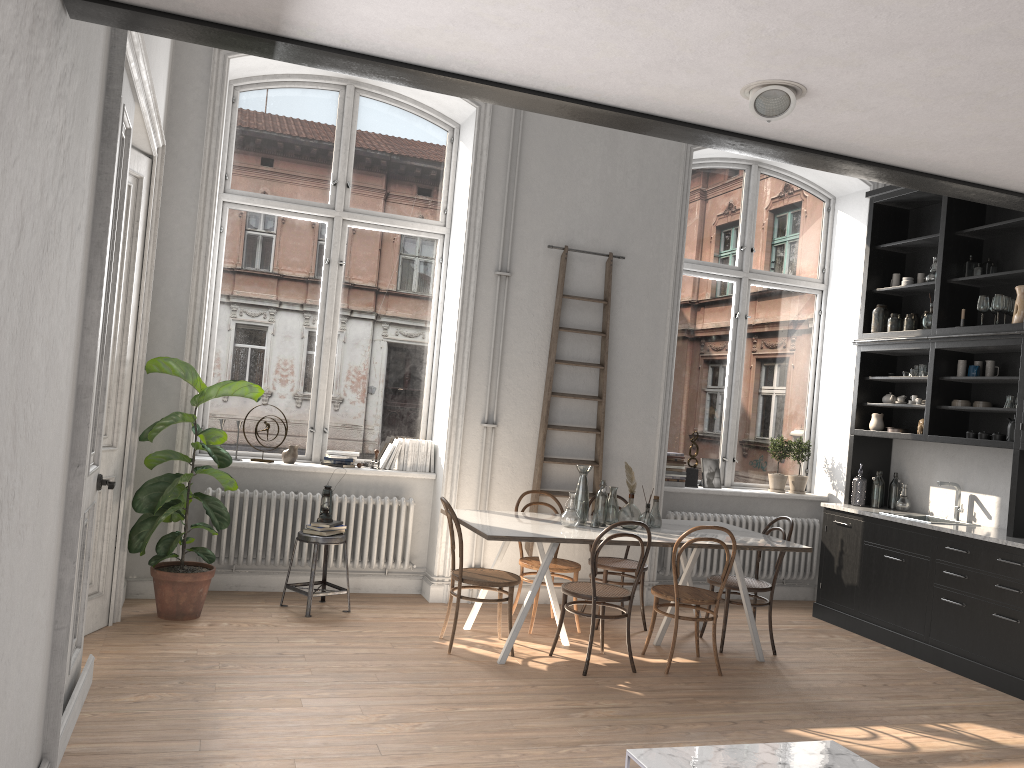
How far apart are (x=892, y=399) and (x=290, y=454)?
4.8 meters

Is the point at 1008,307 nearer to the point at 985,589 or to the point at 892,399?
the point at 892,399

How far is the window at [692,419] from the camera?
7.91m

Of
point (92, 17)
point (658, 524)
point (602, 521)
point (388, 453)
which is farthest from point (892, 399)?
point (92, 17)

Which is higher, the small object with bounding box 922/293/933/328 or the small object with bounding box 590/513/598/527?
the small object with bounding box 922/293/933/328

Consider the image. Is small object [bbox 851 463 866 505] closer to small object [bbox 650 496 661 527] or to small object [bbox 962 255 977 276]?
small object [bbox 962 255 977 276]

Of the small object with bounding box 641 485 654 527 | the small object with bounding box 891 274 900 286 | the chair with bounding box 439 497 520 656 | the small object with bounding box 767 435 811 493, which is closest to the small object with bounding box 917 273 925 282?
the small object with bounding box 891 274 900 286

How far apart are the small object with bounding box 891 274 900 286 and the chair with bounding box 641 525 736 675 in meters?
3.3 m

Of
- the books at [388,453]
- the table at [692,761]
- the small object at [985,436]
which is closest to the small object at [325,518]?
the books at [388,453]

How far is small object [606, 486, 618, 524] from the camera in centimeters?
594cm
